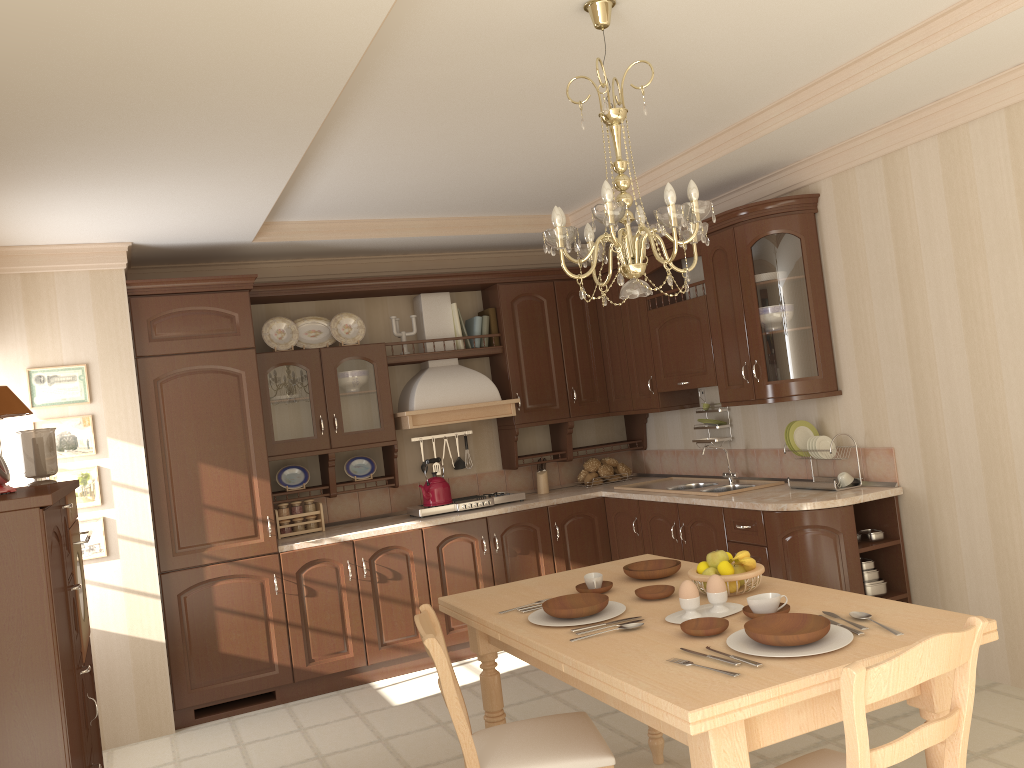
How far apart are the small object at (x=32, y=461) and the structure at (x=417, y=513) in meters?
2.2

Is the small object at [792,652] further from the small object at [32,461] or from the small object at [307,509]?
the small object at [307,509]

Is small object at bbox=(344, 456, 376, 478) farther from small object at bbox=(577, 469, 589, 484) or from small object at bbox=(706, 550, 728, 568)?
small object at bbox=(706, 550, 728, 568)

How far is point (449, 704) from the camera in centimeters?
244cm

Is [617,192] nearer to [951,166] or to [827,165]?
[827,165]

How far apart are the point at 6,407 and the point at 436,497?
2.6m

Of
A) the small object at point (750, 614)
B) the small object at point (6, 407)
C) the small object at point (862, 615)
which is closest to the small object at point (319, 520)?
the small object at point (6, 407)

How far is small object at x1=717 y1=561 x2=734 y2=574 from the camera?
2.7 meters

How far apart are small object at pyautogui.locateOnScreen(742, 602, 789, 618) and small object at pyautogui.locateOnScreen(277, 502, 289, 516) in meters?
3.4 m

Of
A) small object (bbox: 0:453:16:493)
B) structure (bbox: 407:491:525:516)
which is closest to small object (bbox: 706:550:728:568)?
small object (bbox: 0:453:16:493)
